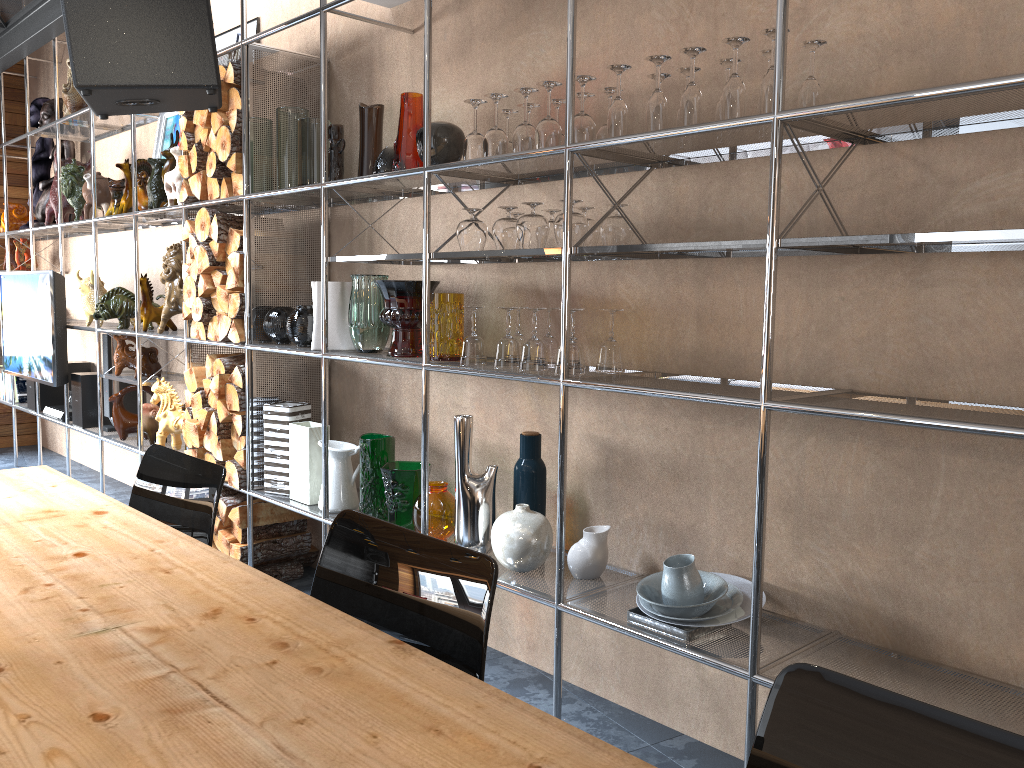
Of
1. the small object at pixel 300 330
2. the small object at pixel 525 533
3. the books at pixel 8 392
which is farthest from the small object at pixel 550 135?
the books at pixel 8 392

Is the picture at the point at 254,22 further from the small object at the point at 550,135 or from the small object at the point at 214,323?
the small object at the point at 550,135

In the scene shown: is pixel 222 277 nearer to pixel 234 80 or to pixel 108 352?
pixel 234 80

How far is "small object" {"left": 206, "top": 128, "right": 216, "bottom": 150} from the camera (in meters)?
3.50

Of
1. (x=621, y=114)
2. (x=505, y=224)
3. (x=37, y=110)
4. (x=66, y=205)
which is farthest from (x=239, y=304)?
(x=37, y=110)

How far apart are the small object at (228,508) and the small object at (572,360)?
1.9m

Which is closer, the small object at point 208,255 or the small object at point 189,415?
the small object at point 208,255

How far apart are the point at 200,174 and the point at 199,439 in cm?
109

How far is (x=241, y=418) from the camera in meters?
3.5

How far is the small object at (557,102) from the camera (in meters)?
2.49
